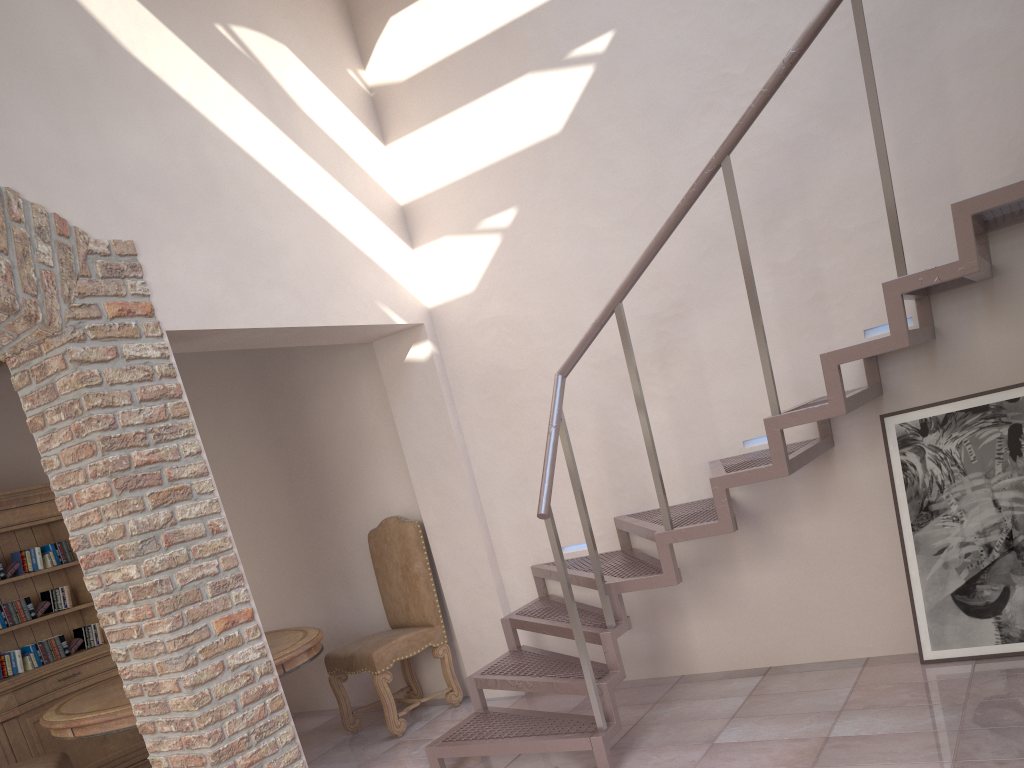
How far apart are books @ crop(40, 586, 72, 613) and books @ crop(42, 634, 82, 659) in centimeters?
20cm

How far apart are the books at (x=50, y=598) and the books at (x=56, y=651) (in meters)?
0.20

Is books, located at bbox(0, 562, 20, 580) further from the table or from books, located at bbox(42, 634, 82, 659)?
the table

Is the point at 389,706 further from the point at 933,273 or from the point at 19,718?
the point at 933,273

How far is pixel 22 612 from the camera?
5.6 meters

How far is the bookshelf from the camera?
5.4m

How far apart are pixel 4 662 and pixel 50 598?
0.5 meters

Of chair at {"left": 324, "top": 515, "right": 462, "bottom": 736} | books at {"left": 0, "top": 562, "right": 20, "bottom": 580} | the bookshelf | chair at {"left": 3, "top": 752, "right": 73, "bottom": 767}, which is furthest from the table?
books at {"left": 0, "top": 562, "right": 20, "bottom": 580}

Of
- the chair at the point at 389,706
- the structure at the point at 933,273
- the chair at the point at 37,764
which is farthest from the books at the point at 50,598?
the structure at the point at 933,273

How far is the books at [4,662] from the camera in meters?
5.5
